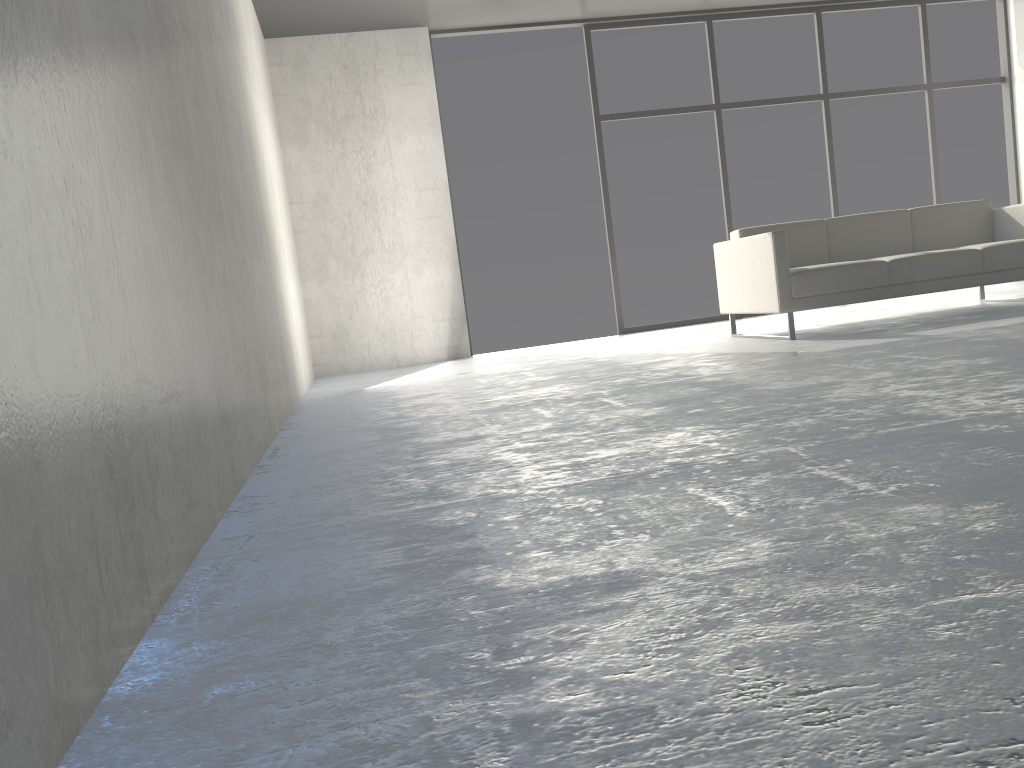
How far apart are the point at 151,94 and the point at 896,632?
1.8m

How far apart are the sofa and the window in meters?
1.8 m

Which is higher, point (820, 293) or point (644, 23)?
point (644, 23)

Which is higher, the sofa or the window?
the window

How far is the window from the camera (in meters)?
7.09

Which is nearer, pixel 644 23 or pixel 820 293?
pixel 820 293

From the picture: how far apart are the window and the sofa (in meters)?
1.80

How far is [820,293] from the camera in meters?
4.8

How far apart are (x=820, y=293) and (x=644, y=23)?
3.4 meters

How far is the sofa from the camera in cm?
478
